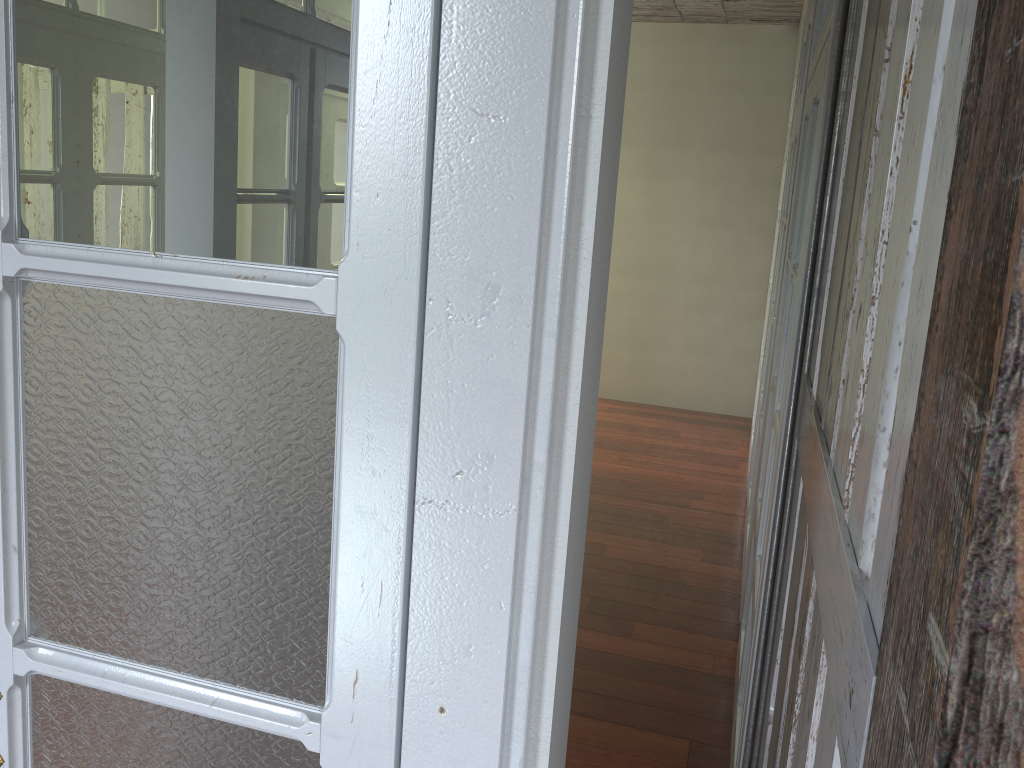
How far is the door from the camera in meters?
0.8

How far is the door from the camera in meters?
0.8 m

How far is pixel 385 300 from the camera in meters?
0.8
